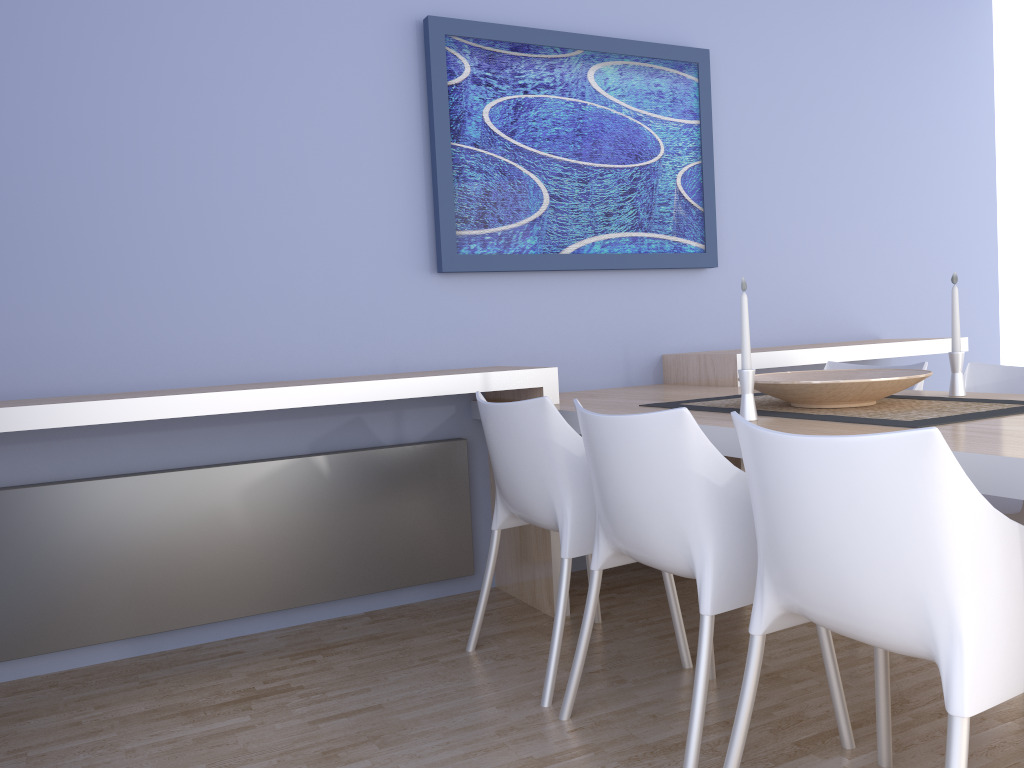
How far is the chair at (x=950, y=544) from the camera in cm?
130

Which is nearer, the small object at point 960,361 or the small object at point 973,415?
the small object at point 973,415

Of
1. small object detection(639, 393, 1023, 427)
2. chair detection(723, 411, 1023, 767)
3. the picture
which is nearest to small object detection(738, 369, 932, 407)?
small object detection(639, 393, 1023, 427)

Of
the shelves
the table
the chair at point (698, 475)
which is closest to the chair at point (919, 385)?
the shelves

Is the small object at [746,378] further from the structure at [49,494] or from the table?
the structure at [49,494]

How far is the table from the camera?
1.44m

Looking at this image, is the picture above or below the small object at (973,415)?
above

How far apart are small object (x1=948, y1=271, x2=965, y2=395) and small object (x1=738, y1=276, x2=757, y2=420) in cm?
74

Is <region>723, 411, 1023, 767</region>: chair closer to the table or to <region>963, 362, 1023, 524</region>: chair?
the table

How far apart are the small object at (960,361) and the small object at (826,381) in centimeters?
15cm
